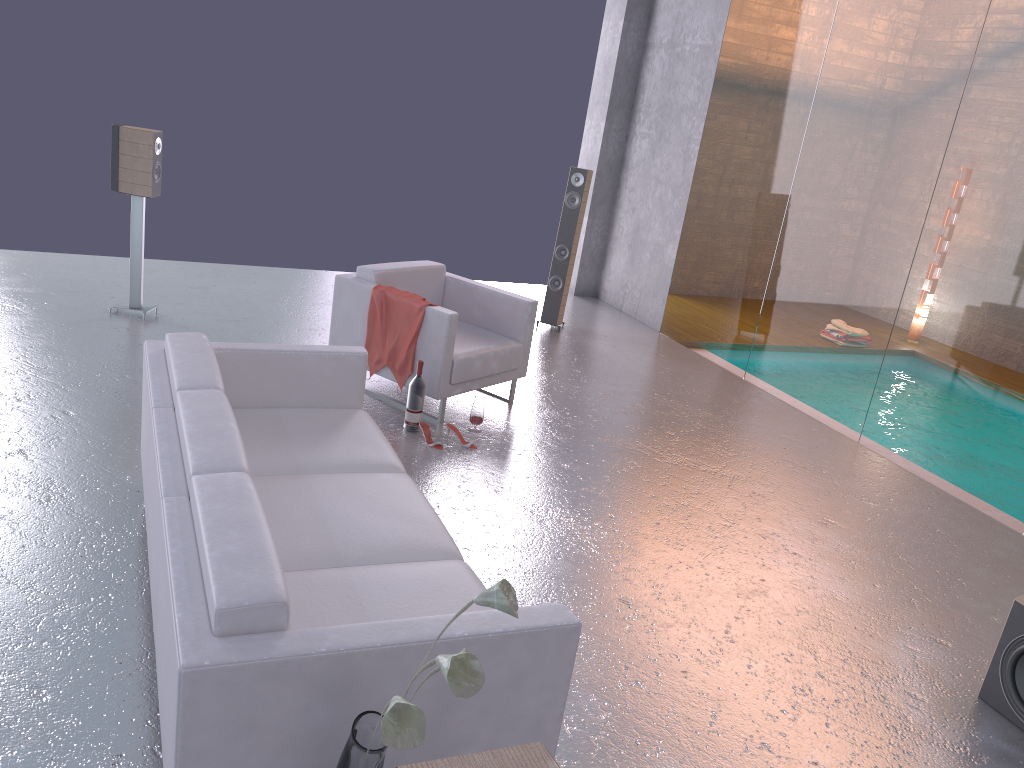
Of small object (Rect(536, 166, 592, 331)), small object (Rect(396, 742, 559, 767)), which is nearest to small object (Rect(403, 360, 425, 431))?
small object (Rect(536, 166, 592, 331))

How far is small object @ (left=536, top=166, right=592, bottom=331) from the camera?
7.9m

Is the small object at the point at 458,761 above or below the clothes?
above

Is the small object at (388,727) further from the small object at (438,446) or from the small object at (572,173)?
the small object at (572,173)

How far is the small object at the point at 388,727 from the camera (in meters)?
1.62

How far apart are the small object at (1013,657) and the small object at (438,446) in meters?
3.0

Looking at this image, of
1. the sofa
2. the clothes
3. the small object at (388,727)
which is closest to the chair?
the clothes

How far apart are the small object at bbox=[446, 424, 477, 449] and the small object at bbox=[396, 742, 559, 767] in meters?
4.3

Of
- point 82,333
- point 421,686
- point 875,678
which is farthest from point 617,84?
point 421,686

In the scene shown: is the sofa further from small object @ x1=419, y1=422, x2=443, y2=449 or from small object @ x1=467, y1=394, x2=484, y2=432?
small object @ x1=467, y1=394, x2=484, y2=432
